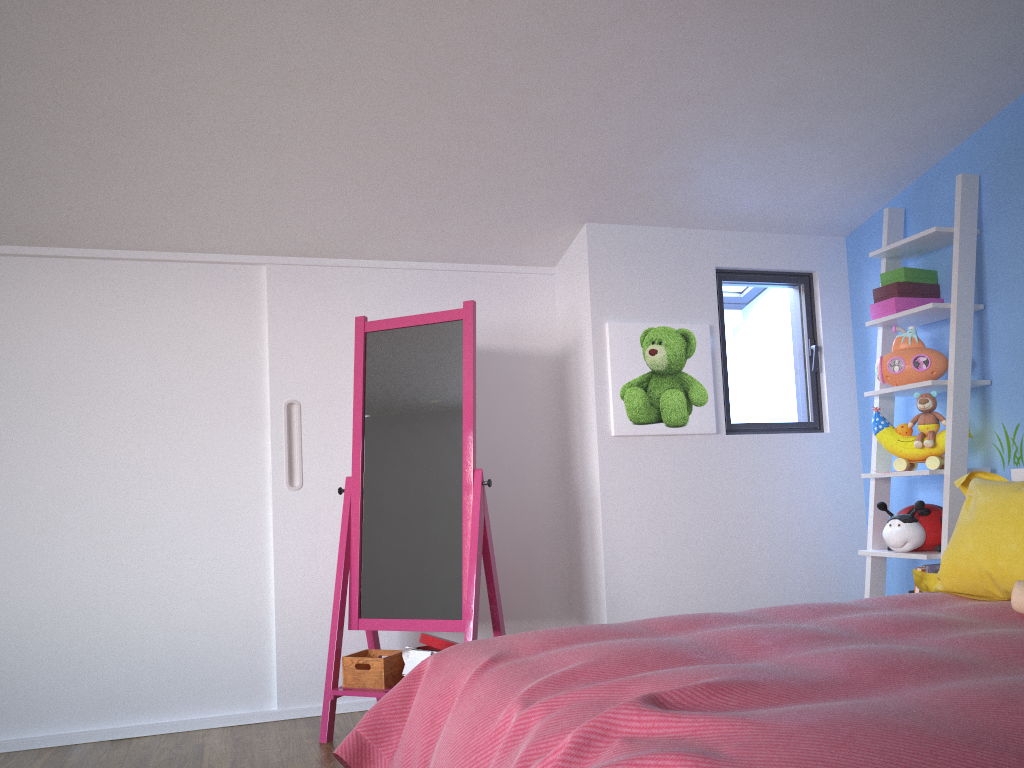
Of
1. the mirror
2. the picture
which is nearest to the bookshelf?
the picture

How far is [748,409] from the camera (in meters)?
3.67

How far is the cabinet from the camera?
3.11m

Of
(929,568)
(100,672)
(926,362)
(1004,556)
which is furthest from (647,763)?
(100,672)

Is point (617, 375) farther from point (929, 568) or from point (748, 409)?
point (929, 568)

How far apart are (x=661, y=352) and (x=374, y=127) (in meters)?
1.42

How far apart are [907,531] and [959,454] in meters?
0.3

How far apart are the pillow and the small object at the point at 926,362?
0.60m

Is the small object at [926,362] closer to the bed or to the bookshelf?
the bookshelf

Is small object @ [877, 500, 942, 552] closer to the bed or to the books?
the books
